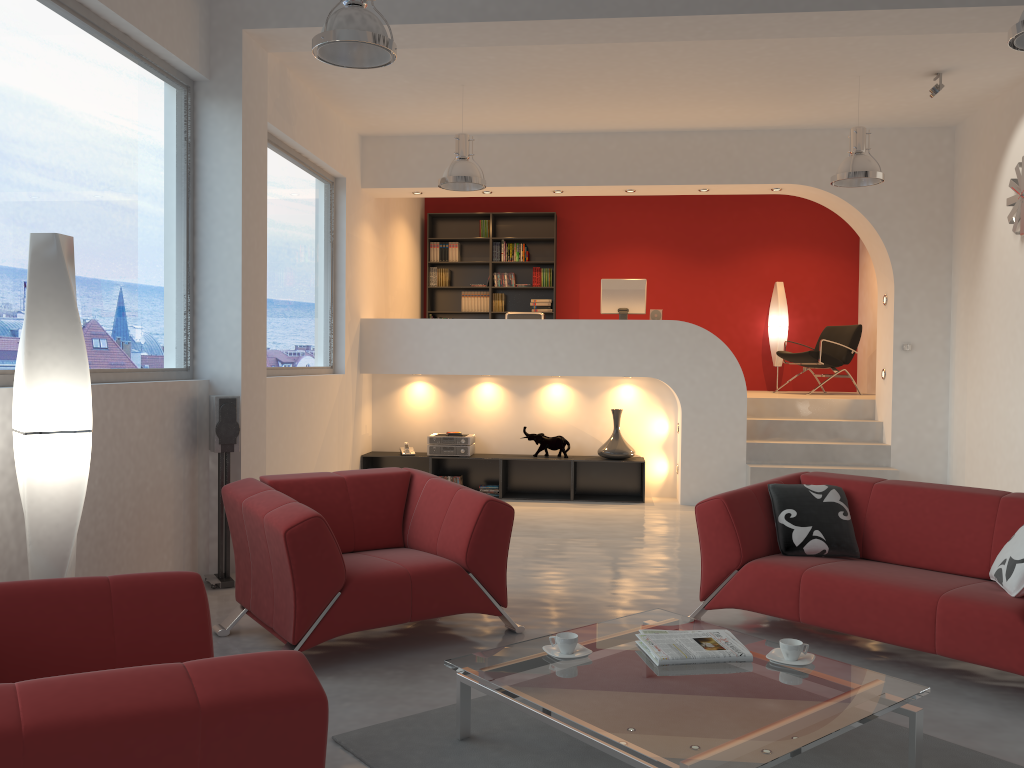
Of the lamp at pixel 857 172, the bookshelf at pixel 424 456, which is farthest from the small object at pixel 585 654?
the bookshelf at pixel 424 456

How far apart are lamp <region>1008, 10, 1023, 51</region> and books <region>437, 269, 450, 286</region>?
8.10m

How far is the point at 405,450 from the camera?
8.7m

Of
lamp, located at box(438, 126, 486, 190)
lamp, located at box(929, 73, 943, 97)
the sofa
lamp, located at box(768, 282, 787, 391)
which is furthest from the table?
lamp, located at box(768, 282, 787, 391)

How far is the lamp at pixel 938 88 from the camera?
6.5m

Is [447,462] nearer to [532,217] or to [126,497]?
[532,217]

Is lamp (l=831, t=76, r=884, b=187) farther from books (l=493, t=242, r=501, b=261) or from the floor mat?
A: books (l=493, t=242, r=501, b=261)

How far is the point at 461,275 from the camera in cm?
1154

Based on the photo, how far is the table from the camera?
2.4m

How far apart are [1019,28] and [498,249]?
7.97m
